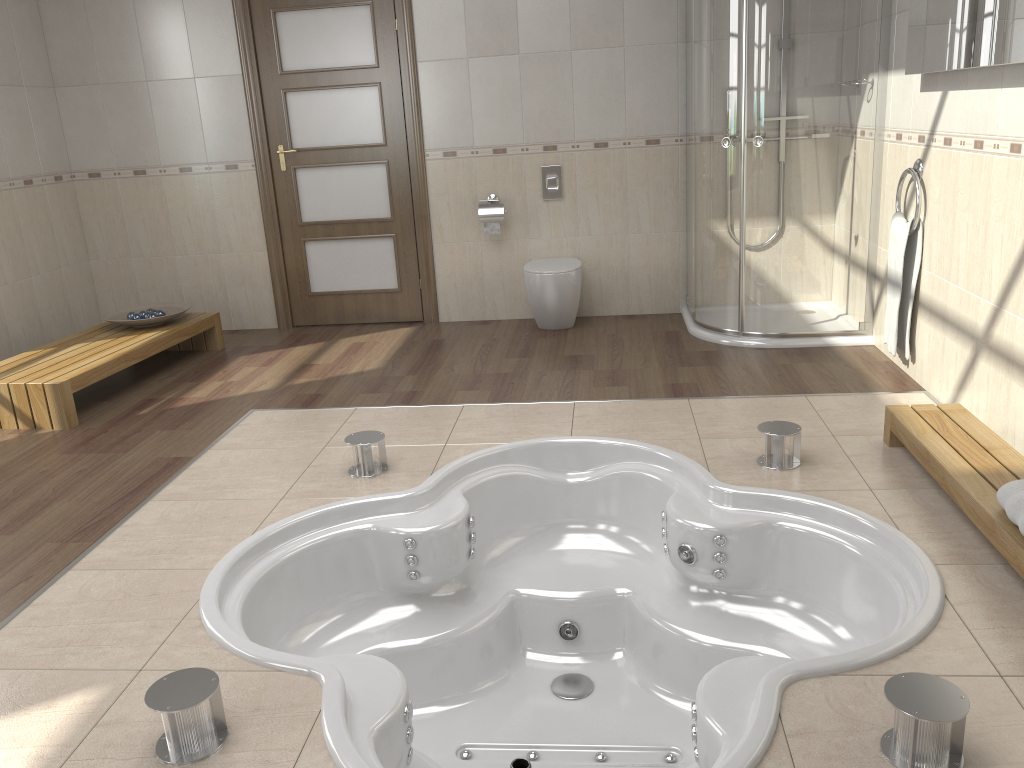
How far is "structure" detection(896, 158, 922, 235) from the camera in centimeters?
374cm

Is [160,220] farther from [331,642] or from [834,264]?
[834,264]

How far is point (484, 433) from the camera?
3.6 meters

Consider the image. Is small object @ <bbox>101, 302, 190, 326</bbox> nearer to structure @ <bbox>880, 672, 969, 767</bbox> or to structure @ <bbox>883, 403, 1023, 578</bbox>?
structure @ <bbox>883, 403, 1023, 578</bbox>

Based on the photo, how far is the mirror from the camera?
2.8 meters

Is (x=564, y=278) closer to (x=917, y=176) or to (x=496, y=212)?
(x=496, y=212)

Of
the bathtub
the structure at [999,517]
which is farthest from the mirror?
the bathtub

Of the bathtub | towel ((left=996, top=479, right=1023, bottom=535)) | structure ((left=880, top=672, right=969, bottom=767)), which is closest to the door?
the bathtub

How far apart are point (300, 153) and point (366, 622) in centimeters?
341cm

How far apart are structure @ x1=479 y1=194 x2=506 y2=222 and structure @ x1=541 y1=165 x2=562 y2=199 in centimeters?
30cm
